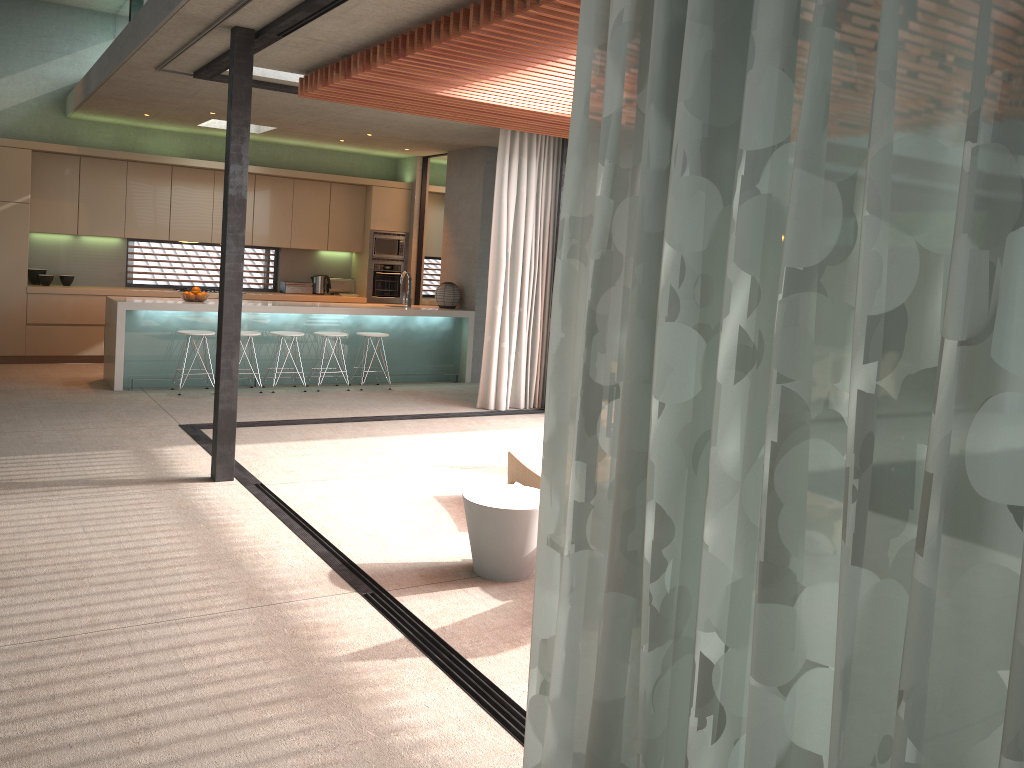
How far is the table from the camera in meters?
4.4 m

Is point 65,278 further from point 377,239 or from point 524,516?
point 524,516

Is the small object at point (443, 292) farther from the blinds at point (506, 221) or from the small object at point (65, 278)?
the small object at point (65, 278)

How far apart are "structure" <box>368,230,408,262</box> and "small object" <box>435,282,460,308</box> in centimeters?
170cm

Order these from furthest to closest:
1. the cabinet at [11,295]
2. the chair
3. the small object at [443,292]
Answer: the small object at [443,292]
the cabinet at [11,295]
the chair

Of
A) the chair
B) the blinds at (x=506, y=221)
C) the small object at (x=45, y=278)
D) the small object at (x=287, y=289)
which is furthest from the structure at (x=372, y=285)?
the chair

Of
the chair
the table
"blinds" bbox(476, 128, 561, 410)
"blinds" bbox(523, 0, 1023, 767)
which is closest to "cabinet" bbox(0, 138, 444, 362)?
"blinds" bbox(476, 128, 561, 410)

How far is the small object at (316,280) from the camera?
12.4m

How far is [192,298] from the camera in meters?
9.4

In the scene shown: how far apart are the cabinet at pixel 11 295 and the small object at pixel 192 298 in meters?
1.7 m
